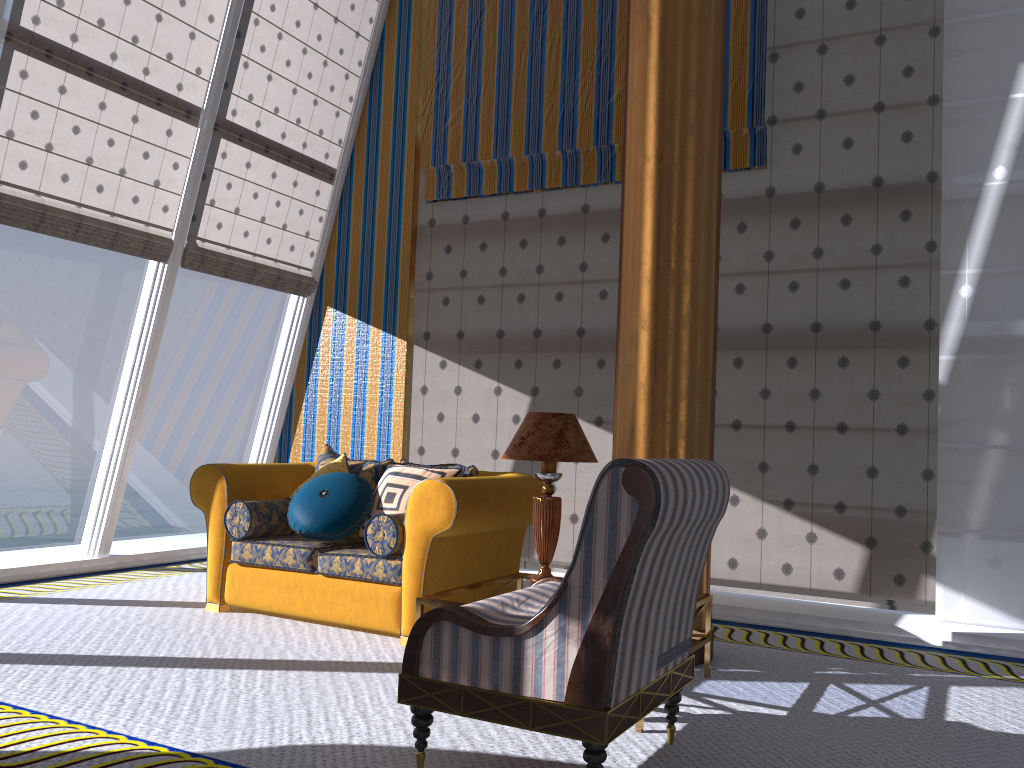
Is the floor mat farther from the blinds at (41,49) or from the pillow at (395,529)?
the blinds at (41,49)

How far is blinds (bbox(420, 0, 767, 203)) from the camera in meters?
5.9 m

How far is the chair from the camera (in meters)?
2.33

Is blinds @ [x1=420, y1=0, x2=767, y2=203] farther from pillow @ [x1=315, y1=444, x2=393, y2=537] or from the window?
pillow @ [x1=315, y1=444, x2=393, y2=537]

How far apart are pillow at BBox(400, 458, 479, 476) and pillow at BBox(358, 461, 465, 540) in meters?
0.0

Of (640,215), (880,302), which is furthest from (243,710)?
(880,302)

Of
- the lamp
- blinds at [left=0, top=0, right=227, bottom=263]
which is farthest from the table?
blinds at [left=0, top=0, right=227, bottom=263]

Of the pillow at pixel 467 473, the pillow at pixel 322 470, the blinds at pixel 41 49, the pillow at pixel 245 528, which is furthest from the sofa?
the blinds at pixel 41 49

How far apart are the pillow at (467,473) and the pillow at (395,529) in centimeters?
59cm

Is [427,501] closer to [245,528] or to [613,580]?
[245,528]
